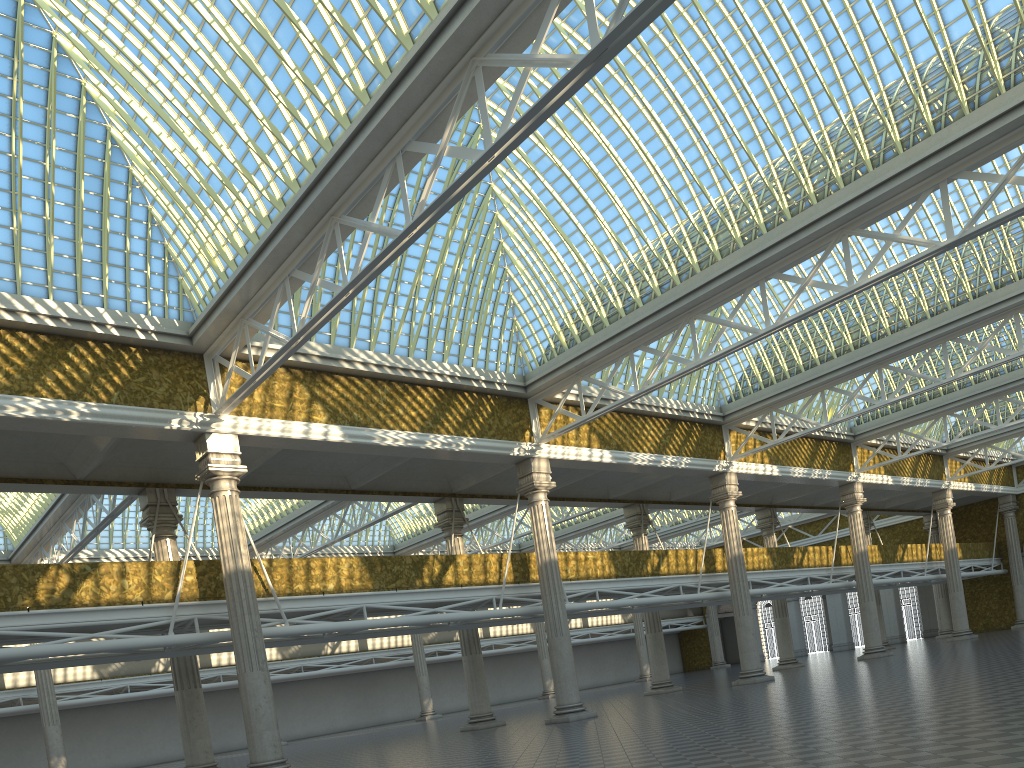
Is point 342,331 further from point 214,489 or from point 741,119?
point 741,119

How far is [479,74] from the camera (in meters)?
14.69
